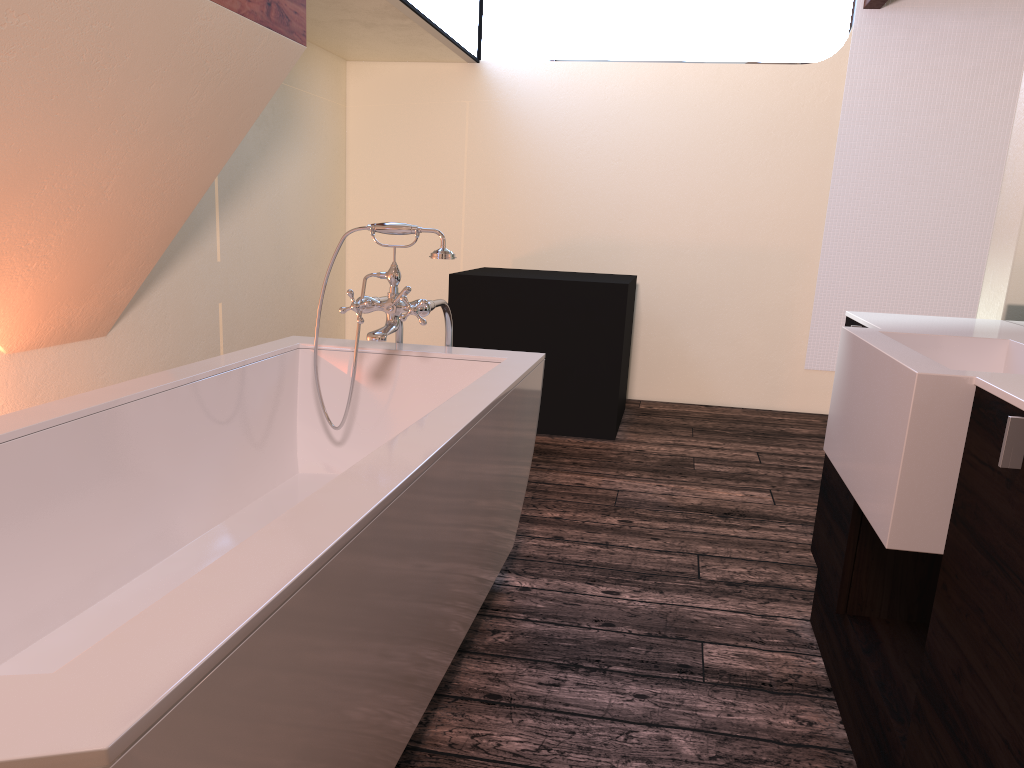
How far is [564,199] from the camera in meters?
5.3

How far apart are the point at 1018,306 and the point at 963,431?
1.0 meters

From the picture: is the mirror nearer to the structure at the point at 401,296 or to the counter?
the counter

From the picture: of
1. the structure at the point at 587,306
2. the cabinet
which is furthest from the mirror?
the structure at the point at 587,306

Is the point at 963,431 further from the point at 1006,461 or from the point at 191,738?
the point at 191,738

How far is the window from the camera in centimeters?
419cm

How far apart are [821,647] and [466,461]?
1.1 meters

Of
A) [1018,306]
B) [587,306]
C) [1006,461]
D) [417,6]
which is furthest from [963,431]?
[417,6]

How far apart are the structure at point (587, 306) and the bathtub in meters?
1.7 m

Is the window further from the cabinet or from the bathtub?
the cabinet
